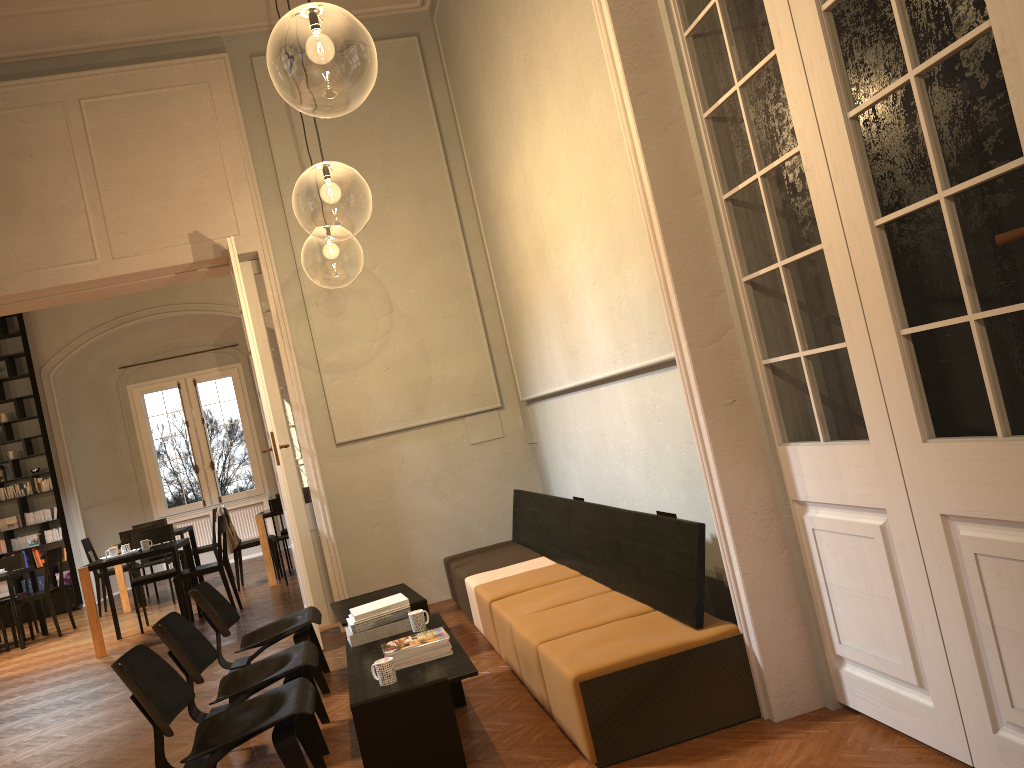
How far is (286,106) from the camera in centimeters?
765cm

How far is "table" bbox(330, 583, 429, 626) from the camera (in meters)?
5.62

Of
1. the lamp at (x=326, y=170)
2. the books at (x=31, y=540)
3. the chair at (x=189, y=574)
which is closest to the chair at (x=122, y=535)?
the chair at (x=189, y=574)

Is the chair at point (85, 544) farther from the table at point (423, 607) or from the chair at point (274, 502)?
the table at point (423, 607)

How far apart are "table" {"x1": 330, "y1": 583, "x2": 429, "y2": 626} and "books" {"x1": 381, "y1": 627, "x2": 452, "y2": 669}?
1.33m

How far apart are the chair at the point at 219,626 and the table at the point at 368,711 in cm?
84

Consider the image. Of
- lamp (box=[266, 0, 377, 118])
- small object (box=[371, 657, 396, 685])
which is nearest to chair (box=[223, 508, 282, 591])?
lamp (box=[266, 0, 377, 118])

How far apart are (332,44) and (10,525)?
10.2 meters

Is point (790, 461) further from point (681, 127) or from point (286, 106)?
point (286, 106)

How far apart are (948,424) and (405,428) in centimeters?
550cm
